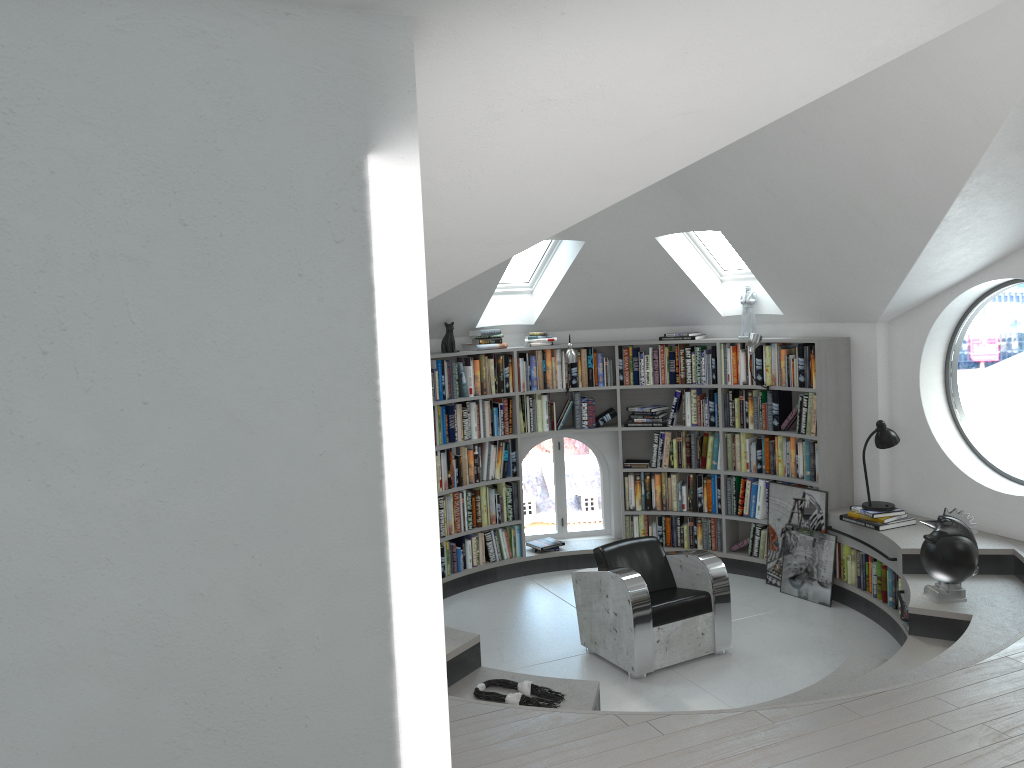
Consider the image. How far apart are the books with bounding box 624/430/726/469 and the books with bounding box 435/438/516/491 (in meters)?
1.05

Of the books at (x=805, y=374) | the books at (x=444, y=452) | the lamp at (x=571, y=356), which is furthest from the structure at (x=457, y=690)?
the lamp at (x=571, y=356)

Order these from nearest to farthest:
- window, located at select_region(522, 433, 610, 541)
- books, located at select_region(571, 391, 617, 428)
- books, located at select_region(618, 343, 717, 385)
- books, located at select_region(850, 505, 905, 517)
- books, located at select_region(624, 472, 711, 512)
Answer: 1. books, located at select_region(850, 505, 905, 517)
2. books, located at select_region(618, 343, 717, 385)
3. books, located at select_region(624, 472, 711, 512)
4. books, located at select_region(571, 391, 617, 428)
5. window, located at select_region(522, 433, 610, 541)

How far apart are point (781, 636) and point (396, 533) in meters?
4.5

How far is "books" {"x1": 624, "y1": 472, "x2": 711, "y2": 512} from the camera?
7.92m

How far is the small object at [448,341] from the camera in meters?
7.5

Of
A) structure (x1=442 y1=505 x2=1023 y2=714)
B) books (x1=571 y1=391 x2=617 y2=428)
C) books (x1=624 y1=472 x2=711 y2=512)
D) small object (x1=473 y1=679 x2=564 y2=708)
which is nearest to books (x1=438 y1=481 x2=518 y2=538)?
structure (x1=442 y1=505 x2=1023 y2=714)

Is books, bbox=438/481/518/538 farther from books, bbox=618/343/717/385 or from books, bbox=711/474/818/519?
books, bbox=711/474/818/519

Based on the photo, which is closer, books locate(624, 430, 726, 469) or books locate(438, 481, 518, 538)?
books locate(438, 481, 518, 538)

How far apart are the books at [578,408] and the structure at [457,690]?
1.14m
